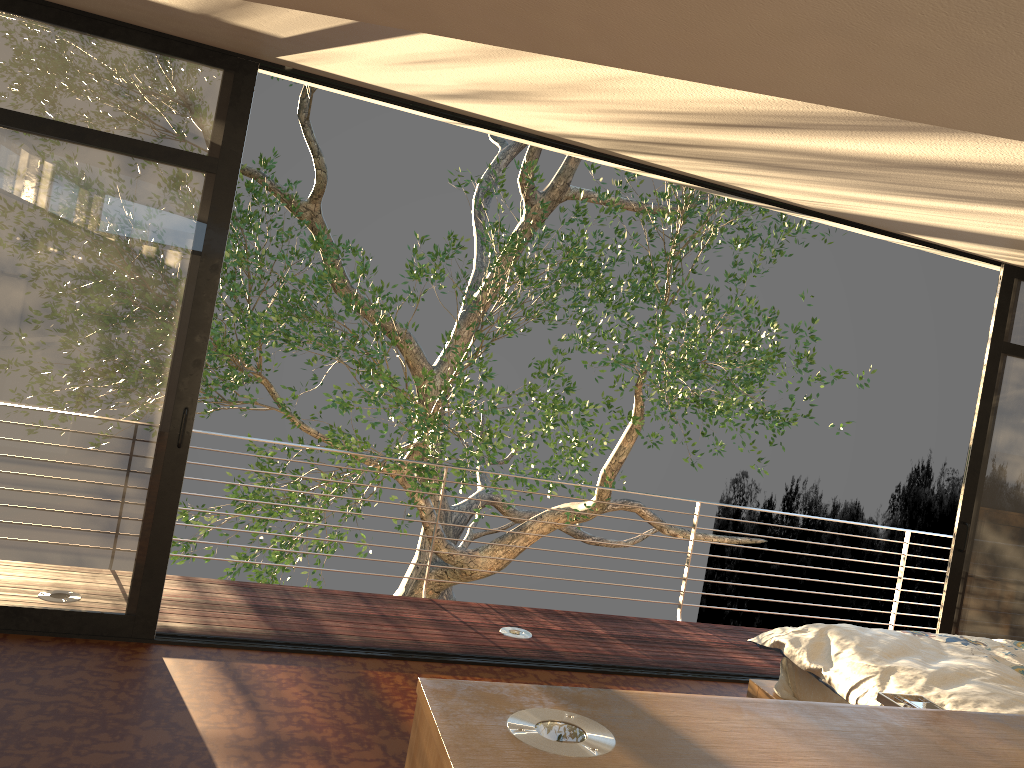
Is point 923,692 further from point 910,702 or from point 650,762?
point 650,762

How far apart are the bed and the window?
1.0m

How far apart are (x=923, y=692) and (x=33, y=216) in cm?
380

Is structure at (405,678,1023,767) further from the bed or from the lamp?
the bed

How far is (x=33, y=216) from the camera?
3.6m

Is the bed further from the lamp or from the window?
the lamp

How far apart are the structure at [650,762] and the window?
2.8 meters

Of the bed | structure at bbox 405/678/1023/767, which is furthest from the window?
structure at bbox 405/678/1023/767

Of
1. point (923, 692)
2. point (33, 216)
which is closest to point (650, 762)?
point (923, 692)

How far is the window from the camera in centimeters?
359cm
